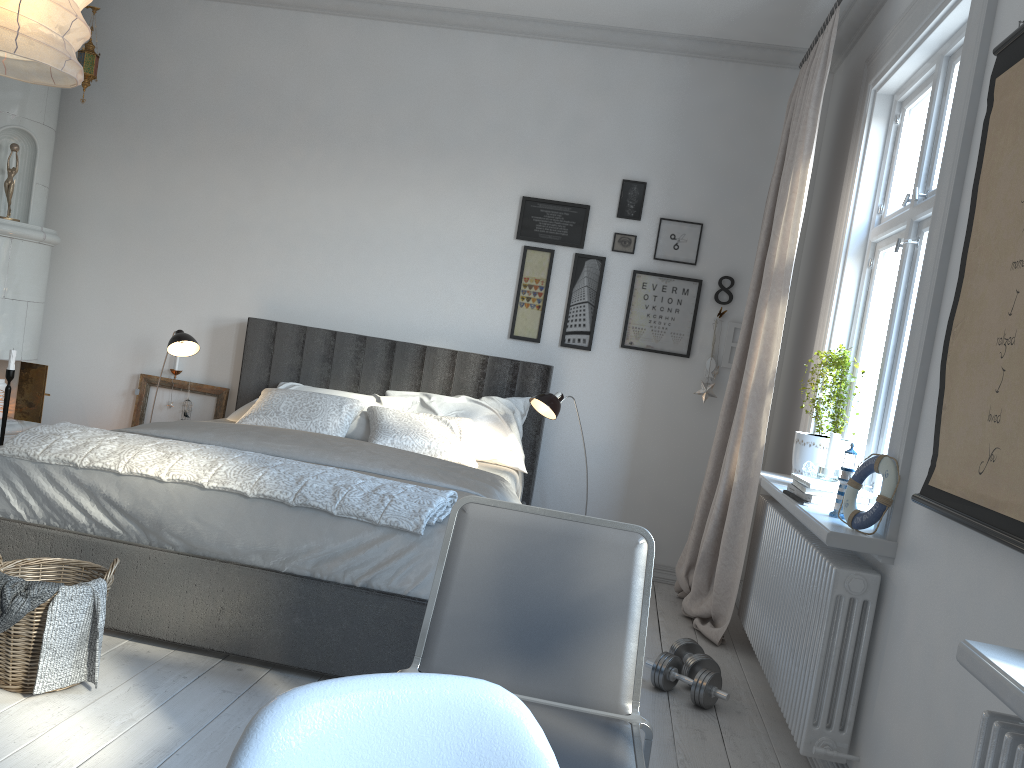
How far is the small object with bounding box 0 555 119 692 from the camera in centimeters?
233cm

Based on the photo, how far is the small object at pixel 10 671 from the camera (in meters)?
2.33

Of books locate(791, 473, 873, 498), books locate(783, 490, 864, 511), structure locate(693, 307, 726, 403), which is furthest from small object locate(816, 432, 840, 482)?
structure locate(693, 307, 726, 403)

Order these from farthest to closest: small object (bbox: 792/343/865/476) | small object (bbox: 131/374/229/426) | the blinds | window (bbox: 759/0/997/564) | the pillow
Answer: small object (bbox: 131/374/229/426)
the pillow
the blinds
small object (bbox: 792/343/865/476)
window (bbox: 759/0/997/564)

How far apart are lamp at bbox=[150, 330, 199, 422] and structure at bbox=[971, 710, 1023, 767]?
3.8 meters

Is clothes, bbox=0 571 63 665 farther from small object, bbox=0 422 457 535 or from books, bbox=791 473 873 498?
books, bbox=791 473 873 498

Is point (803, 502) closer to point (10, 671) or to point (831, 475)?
point (831, 475)

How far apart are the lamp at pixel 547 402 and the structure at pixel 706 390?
0.8m

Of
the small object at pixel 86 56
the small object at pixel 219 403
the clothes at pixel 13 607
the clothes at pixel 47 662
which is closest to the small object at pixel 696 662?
the clothes at pixel 47 662

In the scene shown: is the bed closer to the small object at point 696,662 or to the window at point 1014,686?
the small object at point 696,662
